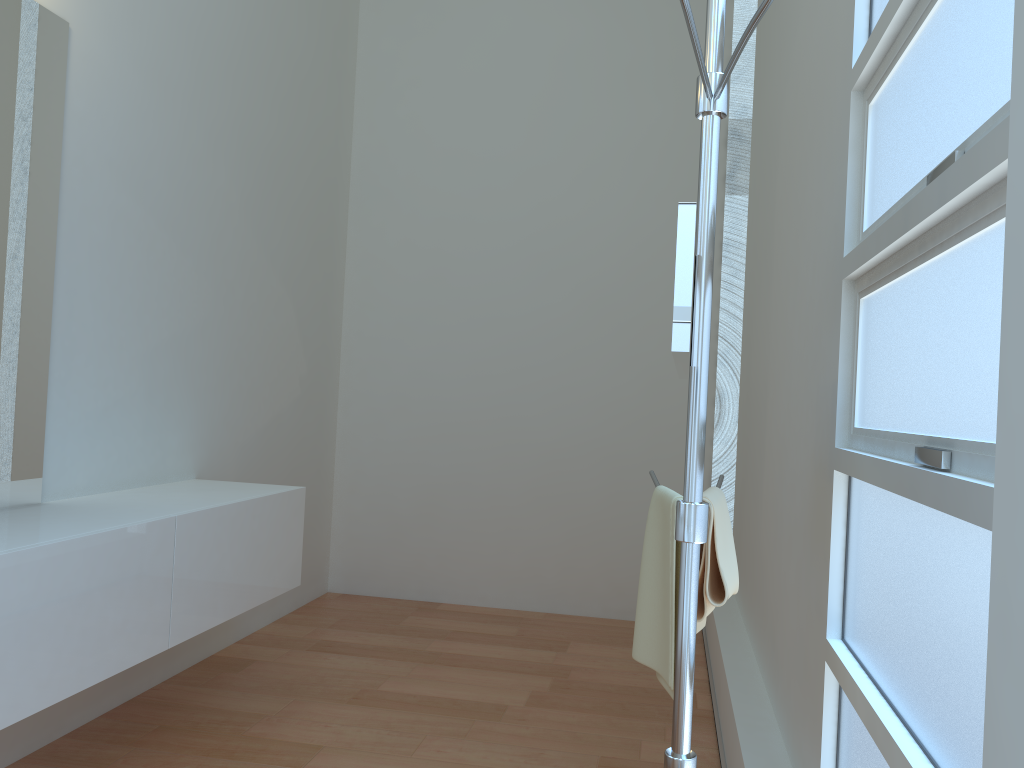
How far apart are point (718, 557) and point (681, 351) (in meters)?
0.64

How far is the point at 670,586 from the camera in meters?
1.6

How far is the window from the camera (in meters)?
1.09

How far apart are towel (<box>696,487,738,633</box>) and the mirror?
0.2m

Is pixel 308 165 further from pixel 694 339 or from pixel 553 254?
pixel 694 339

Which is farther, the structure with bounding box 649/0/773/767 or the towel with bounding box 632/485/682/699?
the towel with bounding box 632/485/682/699

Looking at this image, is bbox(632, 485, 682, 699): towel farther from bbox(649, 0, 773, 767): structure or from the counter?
the counter

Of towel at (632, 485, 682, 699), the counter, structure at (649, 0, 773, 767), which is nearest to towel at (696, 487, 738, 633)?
towel at (632, 485, 682, 699)

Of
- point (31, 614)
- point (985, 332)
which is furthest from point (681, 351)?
point (31, 614)

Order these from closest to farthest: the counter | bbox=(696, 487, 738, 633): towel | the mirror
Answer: the mirror < bbox=(696, 487, 738, 633): towel < the counter
